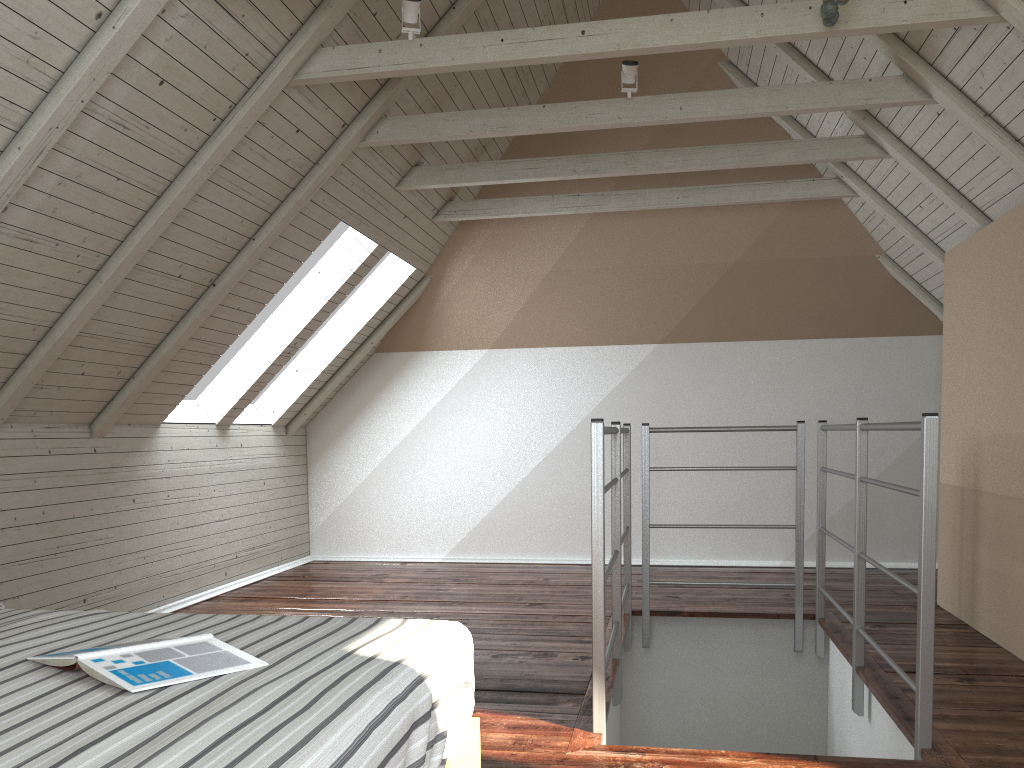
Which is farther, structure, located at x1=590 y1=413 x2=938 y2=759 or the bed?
structure, located at x1=590 y1=413 x2=938 y2=759

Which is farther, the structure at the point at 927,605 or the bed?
the structure at the point at 927,605

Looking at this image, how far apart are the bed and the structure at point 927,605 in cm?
74

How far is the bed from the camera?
0.92m

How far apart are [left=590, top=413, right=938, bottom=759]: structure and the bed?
0.7m

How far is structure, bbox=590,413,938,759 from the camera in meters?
2.1 m

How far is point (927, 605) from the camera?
2.1 meters

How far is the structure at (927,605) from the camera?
2.10m

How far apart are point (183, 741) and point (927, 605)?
1.8 meters

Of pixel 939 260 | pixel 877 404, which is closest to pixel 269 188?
pixel 939 260
